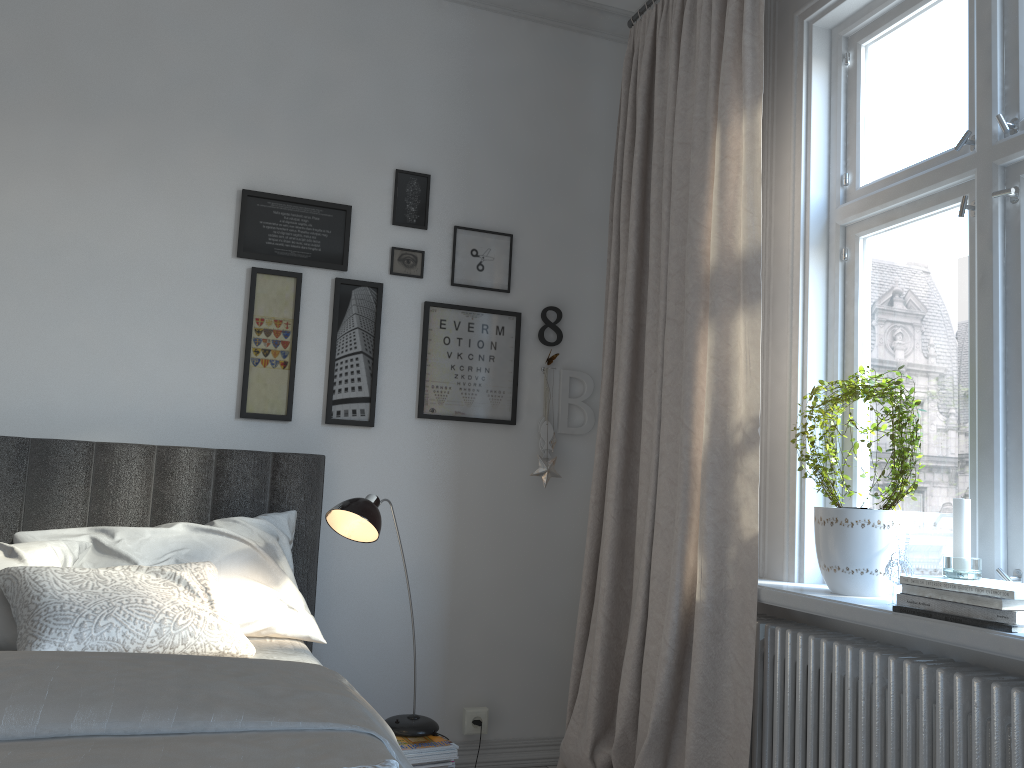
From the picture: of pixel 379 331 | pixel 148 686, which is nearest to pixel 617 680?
pixel 379 331

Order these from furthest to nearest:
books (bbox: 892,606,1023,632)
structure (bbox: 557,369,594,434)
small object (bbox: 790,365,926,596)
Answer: structure (bbox: 557,369,594,434) → small object (bbox: 790,365,926,596) → books (bbox: 892,606,1023,632)

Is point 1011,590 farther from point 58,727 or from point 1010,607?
point 58,727

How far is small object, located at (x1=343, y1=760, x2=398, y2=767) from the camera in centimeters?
114cm

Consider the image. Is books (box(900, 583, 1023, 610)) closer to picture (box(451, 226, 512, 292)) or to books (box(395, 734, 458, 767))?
books (box(395, 734, 458, 767))

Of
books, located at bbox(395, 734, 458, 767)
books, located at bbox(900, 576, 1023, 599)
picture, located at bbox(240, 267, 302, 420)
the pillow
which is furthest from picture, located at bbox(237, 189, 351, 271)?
books, located at bbox(900, 576, 1023, 599)

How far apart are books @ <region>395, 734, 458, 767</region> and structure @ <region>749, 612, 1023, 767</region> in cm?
83

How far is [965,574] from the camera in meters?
1.8 m

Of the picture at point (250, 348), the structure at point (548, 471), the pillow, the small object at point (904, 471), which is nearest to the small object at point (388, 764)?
the pillow

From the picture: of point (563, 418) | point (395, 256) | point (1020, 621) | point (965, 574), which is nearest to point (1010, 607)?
point (1020, 621)
